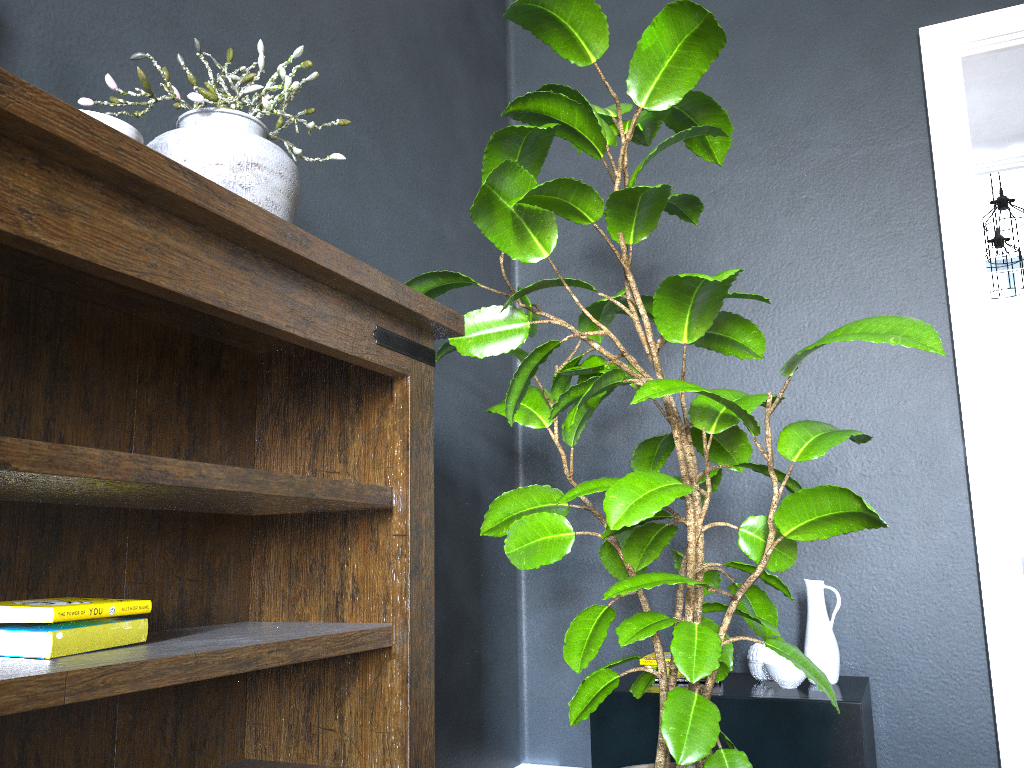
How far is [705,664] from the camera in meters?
1.5 m

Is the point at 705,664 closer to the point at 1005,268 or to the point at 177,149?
the point at 177,149

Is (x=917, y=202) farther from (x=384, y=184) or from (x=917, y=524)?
(x=384, y=184)

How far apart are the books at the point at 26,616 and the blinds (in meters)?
6.58

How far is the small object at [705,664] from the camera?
1.50m

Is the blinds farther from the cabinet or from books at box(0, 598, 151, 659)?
books at box(0, 598, 151, 659)

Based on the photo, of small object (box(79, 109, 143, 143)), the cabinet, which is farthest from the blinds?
small object (box(79, 109, 143, 143))

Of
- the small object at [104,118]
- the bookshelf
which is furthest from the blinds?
the small object at [104,118]

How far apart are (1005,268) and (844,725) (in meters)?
4.07

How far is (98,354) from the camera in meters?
1.4 m
